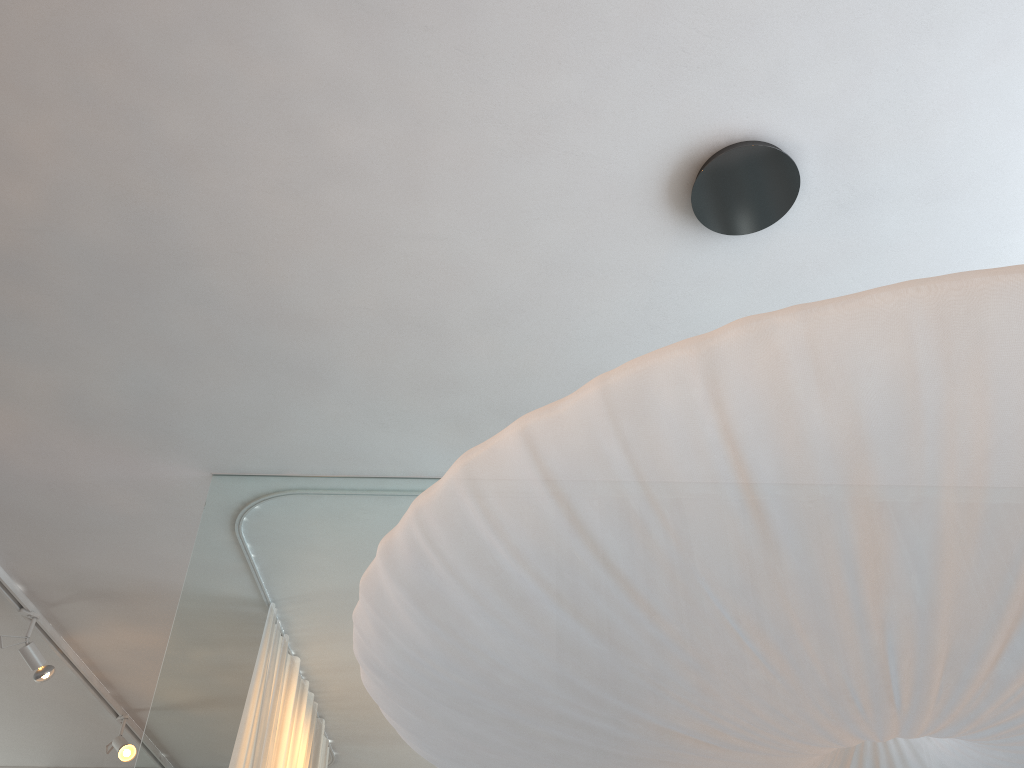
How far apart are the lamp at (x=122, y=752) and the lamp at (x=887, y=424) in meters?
3.5 m

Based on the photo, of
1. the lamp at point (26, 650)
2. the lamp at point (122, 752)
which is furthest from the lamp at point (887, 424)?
the lamp at point (122, 752)

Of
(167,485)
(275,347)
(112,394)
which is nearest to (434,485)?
(275,347)

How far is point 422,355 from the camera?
2.5 meters

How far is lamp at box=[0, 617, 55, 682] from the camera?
3.47m

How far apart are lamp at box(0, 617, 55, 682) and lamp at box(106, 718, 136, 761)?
0.9 meters

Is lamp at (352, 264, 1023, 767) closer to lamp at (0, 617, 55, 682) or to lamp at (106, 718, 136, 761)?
lamp at (0, 617, 55, 682)

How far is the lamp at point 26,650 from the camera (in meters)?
3.47

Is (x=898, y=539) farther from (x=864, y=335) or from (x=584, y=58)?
(x=584, y=58)

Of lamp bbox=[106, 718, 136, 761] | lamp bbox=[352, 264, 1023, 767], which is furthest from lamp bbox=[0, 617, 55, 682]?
lamp bbox=[352, 264, 1023, 767]
